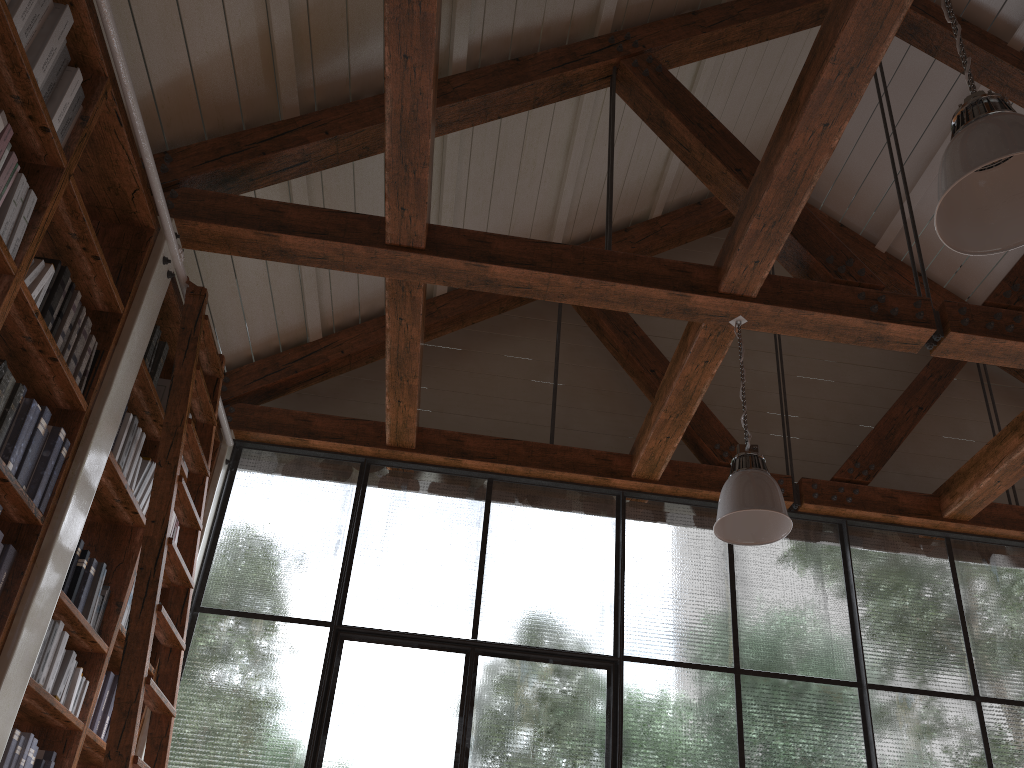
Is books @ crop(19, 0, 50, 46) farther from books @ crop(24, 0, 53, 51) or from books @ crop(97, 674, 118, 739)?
books @ crop(97, 674, 118, 739)

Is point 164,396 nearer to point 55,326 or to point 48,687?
point 55,326

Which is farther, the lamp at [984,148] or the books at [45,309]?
the books at [45,309]

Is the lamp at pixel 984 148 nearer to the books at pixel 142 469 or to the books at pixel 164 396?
the books at pixel 142 469

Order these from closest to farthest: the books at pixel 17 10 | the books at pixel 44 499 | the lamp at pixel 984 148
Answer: the lamp at pixel 984 148, the books at pixel 17 10, the books at pixel 44 499

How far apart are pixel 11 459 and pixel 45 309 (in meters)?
0.47

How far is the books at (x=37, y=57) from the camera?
2.5m

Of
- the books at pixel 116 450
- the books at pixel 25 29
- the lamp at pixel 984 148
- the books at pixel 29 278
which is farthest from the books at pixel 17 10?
the lamp at pixel 984 148

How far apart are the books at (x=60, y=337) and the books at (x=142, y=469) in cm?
96

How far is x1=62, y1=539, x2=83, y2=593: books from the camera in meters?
3.1 m
